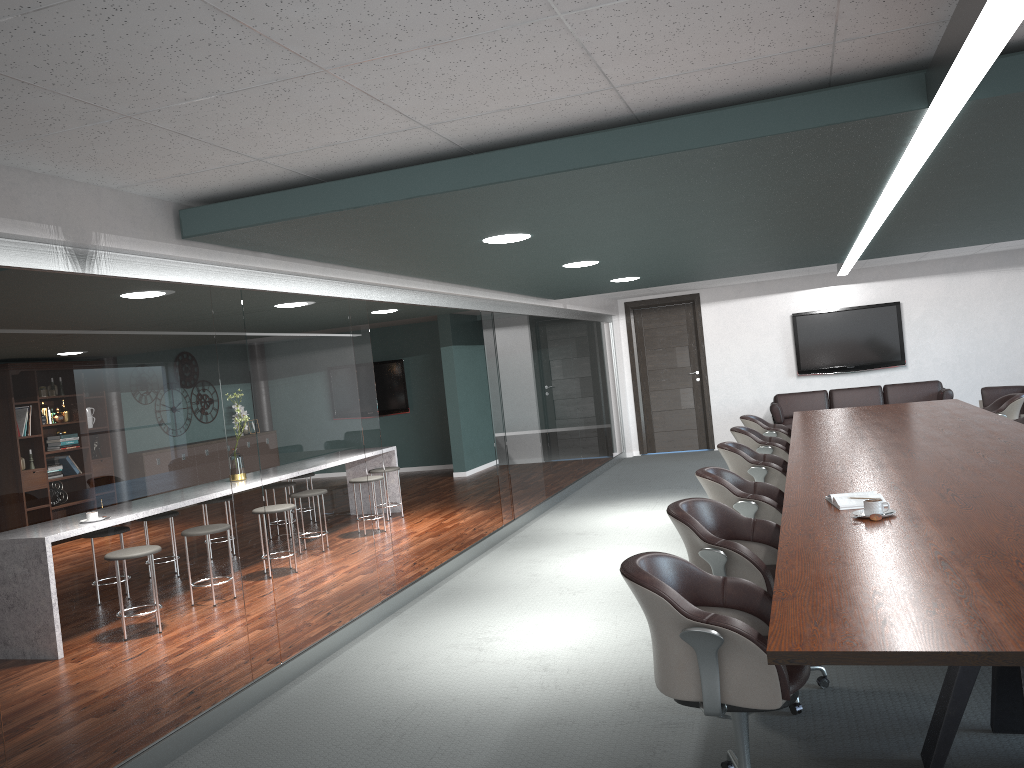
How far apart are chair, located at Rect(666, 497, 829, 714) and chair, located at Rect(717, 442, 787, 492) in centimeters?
177cm

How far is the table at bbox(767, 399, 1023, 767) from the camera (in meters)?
1.90

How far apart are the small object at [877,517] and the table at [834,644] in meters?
0.0

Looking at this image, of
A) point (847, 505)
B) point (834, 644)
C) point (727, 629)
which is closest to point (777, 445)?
point (847, 505)

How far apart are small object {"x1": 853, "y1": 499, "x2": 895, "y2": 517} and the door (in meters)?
8.89

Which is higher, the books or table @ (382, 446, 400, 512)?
the books

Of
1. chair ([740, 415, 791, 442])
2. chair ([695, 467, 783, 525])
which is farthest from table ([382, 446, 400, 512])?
chair ([695, 467, 783, 525])

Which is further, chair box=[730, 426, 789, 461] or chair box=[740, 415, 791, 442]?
chair box=[740, 415, 791, 442]

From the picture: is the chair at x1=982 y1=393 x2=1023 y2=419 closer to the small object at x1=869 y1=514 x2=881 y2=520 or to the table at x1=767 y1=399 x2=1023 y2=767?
the table at x1=767 y1=399 x2=1023 y2=767

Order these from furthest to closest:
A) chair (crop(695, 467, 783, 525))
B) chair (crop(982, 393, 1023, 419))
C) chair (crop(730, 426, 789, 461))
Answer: chair (crop(982, 393, 1023, 419))
chair (crop(730, 426, 789, 461))
chair (crop(695, 467, 783, 525))
